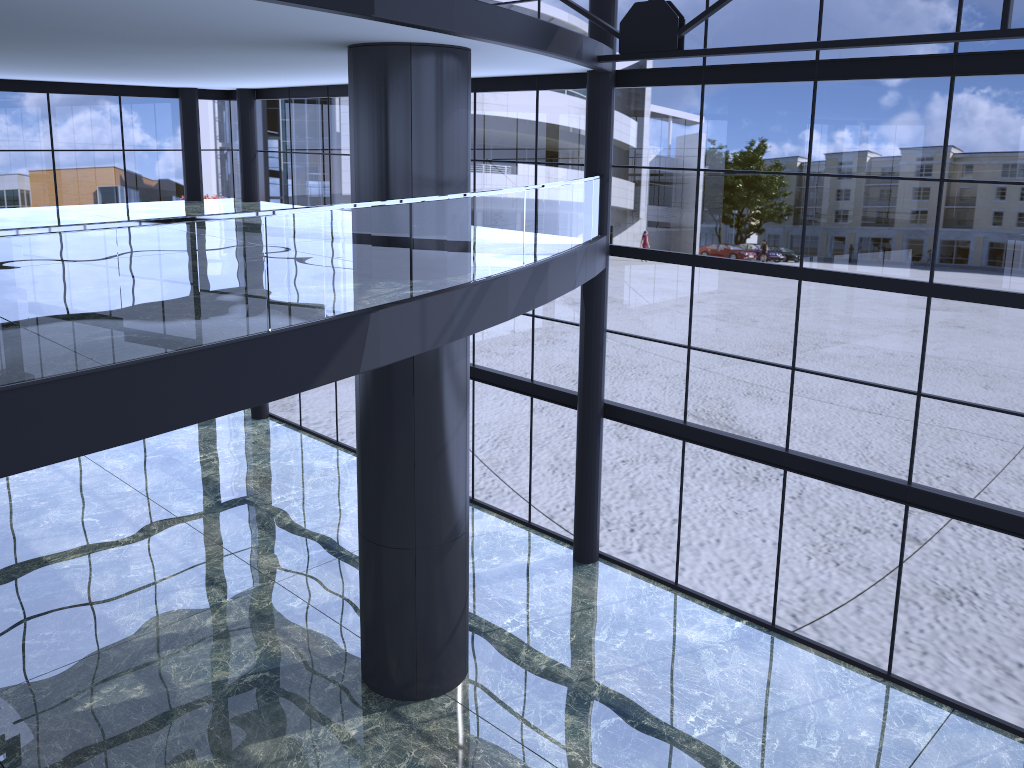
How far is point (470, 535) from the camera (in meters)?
18.29
